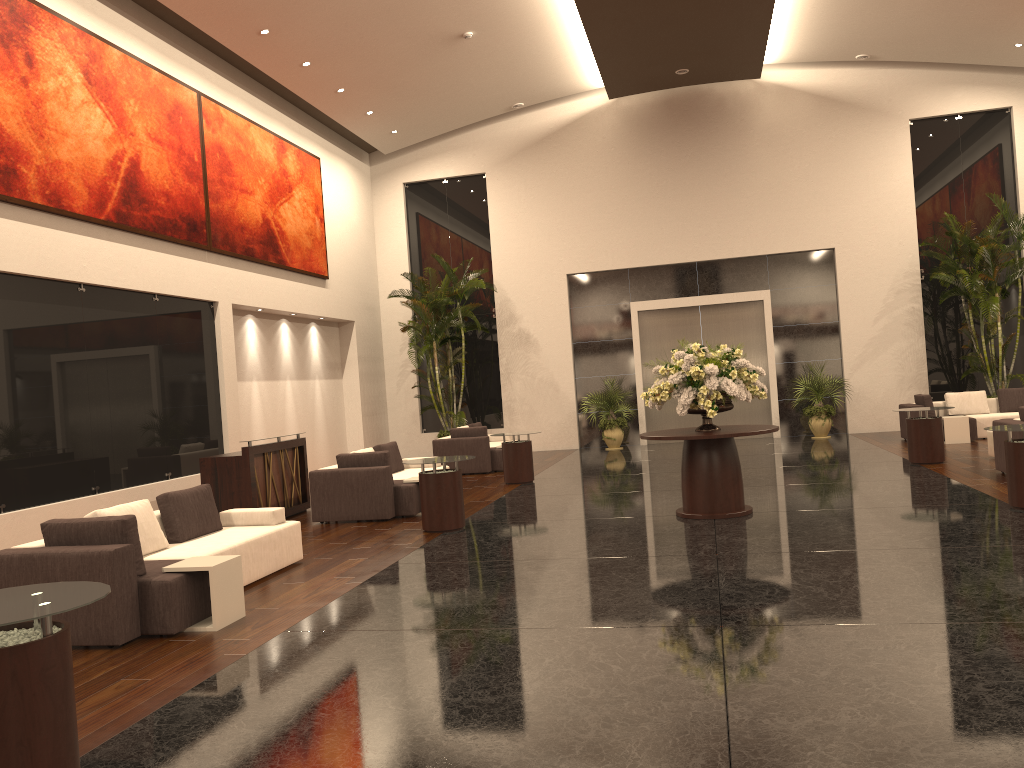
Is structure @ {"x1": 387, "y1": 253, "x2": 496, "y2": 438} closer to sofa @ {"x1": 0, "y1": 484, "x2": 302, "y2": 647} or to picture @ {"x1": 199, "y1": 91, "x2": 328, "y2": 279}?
picture @ {"x1": 199, "y1": 91, "x2": 328, "y2": 279}

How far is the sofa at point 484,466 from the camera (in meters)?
A: 16.06

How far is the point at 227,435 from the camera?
14.24m

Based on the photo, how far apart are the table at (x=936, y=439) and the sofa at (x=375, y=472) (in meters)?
7.12

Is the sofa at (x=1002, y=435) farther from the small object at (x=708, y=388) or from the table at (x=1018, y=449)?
the small object at (x=708, y=388)

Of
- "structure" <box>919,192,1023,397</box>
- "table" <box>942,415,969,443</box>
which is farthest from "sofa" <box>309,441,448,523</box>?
"structure" <box>919,192,1023,397</box>

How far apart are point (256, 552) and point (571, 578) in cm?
282

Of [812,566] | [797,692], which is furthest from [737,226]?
[797,692]

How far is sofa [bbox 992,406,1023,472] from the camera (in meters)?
11.09

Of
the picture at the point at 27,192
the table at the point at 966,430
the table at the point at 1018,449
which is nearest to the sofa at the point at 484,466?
the picture at the point at 27,192
